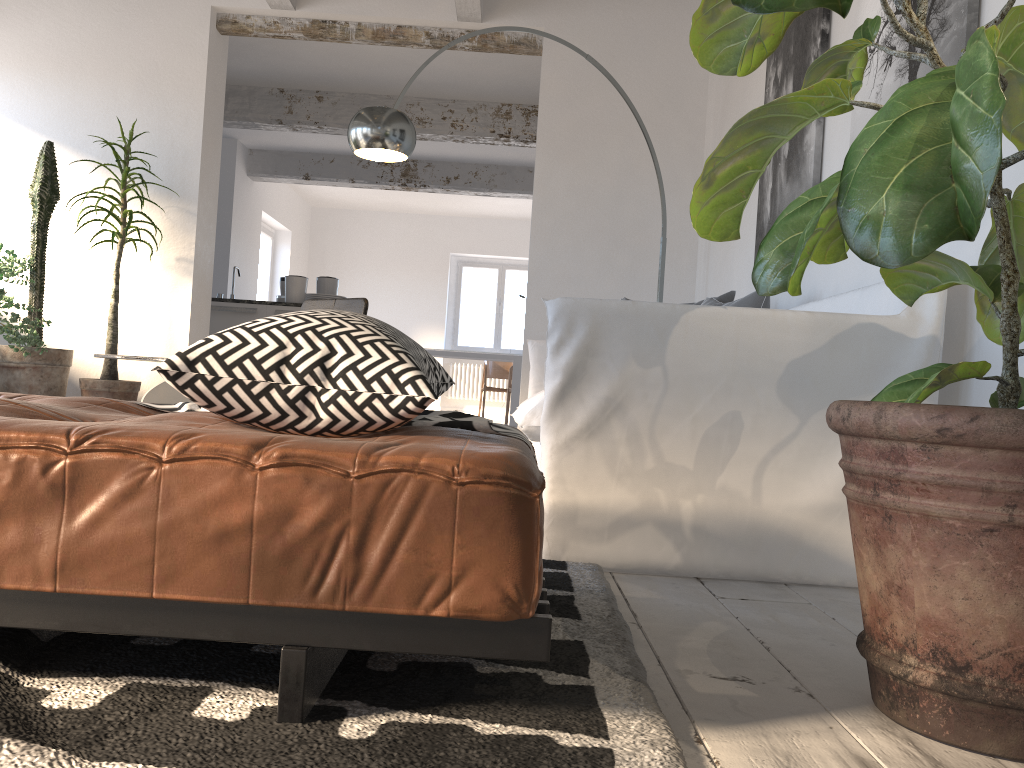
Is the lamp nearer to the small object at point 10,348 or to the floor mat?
the small object at point 10,348

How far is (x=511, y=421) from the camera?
10.47m

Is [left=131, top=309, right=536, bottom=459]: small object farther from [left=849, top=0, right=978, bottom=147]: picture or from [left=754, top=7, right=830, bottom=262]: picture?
[left=754, top=7, right=830, bottom=262]: picture

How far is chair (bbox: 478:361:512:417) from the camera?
12.00m

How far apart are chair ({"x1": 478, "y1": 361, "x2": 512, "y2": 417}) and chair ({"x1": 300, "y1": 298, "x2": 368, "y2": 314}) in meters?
6.8

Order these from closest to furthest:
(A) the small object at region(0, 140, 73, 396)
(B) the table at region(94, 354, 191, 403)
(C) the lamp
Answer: (B) the table at region(94, 354, 191, 403) → (C) the lamp → (A) the small object at region(0, 140, 73, 396)

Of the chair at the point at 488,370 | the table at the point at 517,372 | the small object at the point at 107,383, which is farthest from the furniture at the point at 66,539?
the chair at the point at 488,370

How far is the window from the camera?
13.3 meters

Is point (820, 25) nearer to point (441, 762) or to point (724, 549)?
point (724, 549)

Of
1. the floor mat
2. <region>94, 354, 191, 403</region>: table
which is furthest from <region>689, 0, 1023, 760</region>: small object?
<region>94, 354, 191, 403</region>: table
